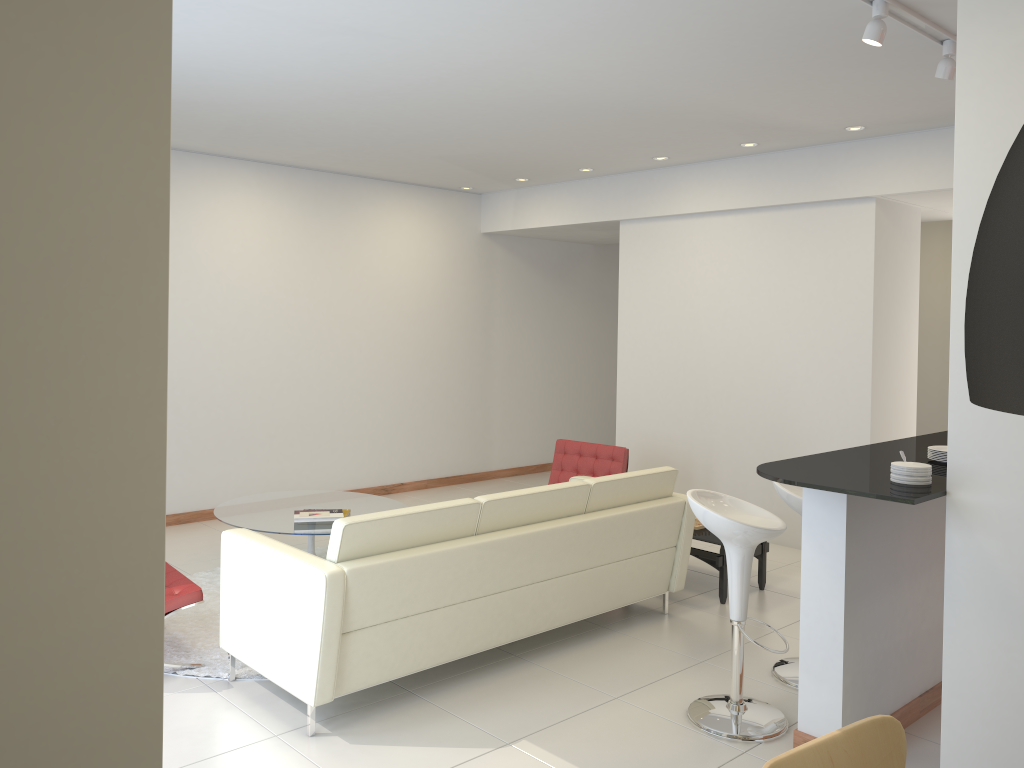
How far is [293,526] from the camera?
5.9m

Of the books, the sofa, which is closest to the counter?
the sofa

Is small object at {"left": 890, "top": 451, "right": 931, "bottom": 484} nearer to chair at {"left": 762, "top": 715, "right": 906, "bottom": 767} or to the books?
chair at {"left": 762, "top": 715, "right": 906, "bottom": 767}

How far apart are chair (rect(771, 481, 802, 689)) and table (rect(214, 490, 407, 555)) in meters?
2.9

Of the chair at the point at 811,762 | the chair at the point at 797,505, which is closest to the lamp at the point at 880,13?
the chair at the point at 797,505

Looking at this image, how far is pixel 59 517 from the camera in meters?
1.5 m

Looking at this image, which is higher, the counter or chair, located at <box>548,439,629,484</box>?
the counter

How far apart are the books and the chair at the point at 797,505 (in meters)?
2.96

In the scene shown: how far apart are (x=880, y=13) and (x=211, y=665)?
4.4m

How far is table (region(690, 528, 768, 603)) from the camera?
5.7m
